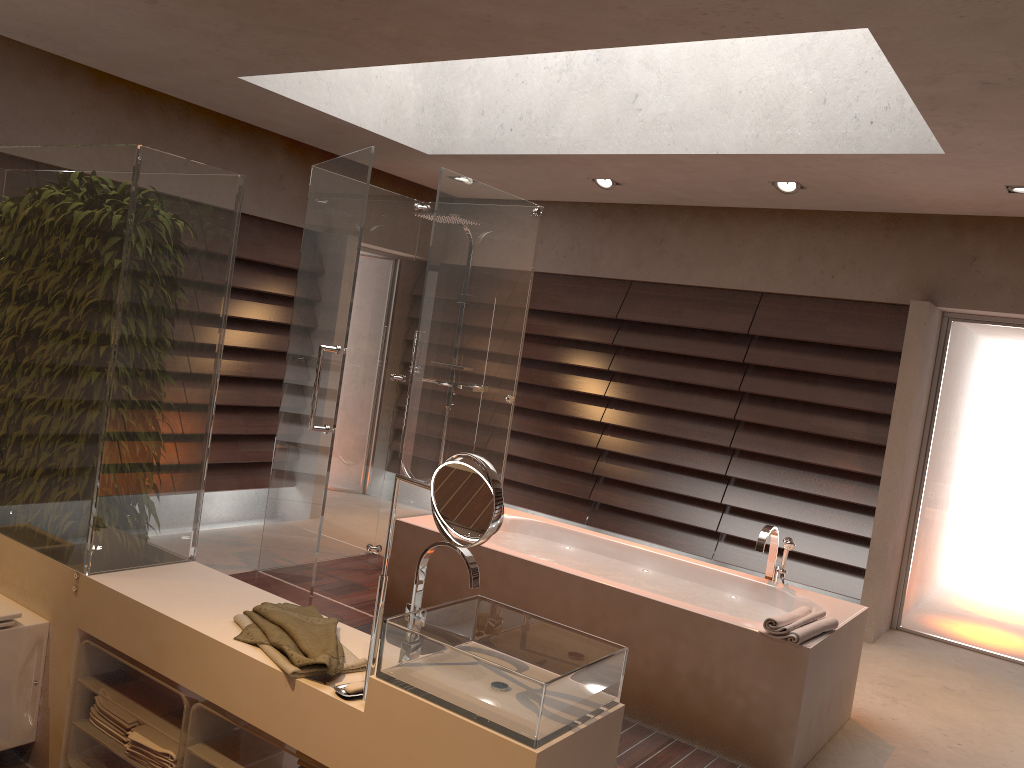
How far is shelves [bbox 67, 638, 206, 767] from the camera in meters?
2.3 m

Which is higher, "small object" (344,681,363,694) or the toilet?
"small object" (344,681,363,694)

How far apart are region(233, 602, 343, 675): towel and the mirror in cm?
13

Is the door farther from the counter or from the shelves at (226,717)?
the shelves at (226,717)

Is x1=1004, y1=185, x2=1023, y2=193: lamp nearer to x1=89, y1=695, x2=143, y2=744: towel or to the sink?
the sink

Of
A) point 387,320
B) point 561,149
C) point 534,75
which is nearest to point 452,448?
point 387,320

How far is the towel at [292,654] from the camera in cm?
202

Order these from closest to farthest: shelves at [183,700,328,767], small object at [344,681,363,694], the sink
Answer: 1. the sink
2. small object at [344,681,363,694]
3. shelves at [183,700,328,767]

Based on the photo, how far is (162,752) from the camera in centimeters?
Result: 225cm

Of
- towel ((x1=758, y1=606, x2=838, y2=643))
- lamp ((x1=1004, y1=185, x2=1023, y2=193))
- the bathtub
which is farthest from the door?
towel ((x1=758, y1=606, x2=838, y2=643))
